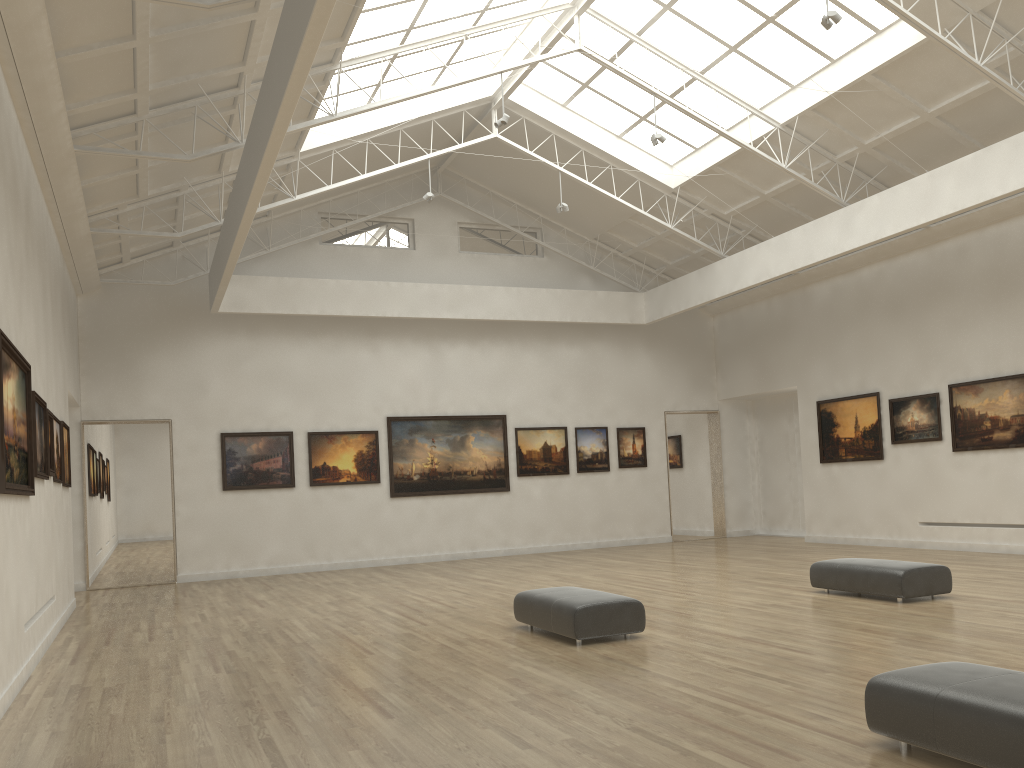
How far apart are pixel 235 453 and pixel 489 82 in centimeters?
1534cm
